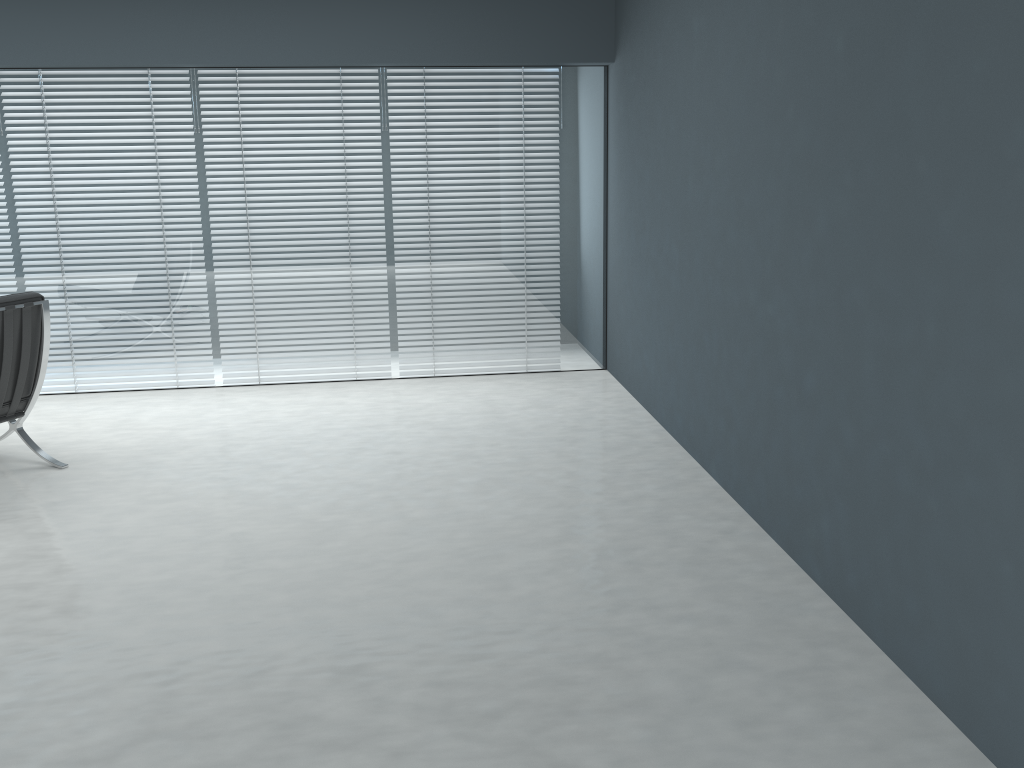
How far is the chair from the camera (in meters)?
3.44

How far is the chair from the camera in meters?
3.4 m

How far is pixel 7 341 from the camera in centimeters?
344cm
